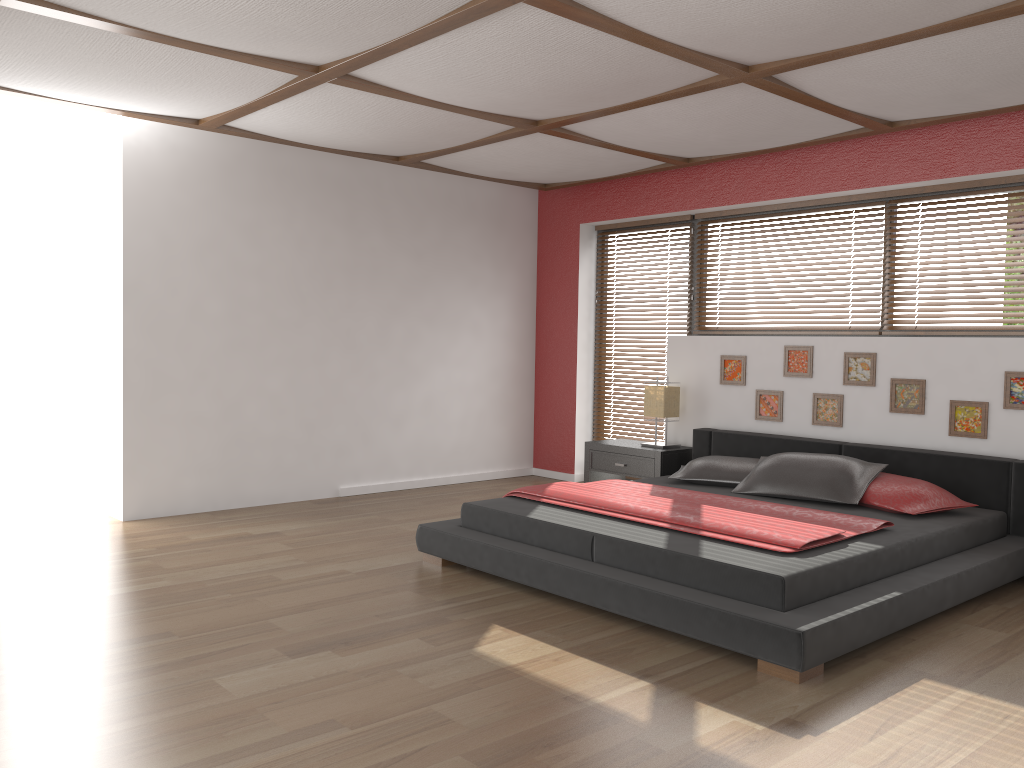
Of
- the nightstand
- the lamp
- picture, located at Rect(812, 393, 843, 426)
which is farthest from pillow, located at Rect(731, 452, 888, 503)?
the lamp

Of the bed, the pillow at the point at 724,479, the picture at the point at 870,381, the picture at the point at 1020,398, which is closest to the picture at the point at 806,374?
the picture at the point at 870,381

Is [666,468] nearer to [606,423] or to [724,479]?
[724,479]

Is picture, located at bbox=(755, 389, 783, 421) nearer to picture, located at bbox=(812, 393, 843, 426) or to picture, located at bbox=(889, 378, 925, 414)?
picture, located at bbox=(812, 393, 843, 426)

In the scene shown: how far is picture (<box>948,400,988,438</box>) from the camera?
4.79m

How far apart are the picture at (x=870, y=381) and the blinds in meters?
2.3

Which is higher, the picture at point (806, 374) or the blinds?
the picture at point (806, 374)

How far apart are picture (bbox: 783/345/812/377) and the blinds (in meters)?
1.88

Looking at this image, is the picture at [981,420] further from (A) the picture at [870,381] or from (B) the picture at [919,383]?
(A) the picture at [870,381]

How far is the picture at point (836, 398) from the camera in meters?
5.4
